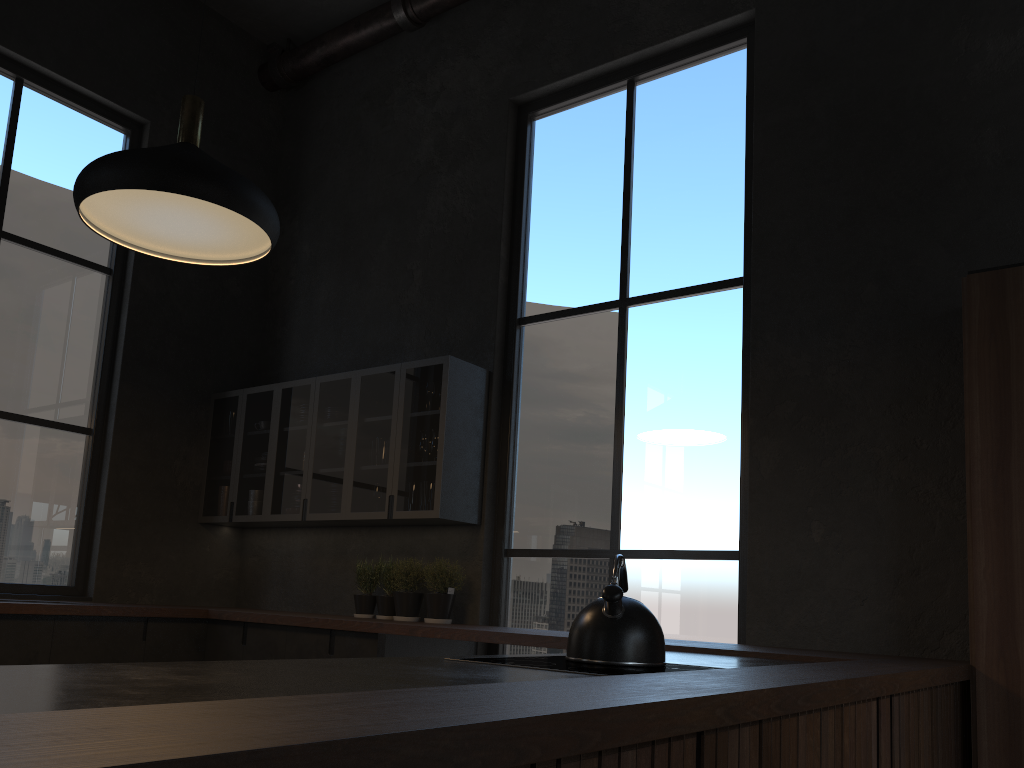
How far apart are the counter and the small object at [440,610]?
0.4 meters

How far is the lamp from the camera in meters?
3.0

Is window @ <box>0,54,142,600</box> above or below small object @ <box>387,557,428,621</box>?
above

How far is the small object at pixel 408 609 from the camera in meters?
4.7

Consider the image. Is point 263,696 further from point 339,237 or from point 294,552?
point 339,237

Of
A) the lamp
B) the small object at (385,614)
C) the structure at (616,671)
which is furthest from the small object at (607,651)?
the small object at (385,614)

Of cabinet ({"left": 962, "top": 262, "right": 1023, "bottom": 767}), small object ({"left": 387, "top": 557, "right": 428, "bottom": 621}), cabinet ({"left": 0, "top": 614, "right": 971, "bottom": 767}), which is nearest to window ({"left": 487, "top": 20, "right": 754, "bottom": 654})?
cabinet ({"left": 0, "top": 614, "right": 971, "bottom": 767})

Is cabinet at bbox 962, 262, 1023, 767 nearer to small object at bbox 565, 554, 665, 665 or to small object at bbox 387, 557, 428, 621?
small object at bbox 565, 554, 665, 665

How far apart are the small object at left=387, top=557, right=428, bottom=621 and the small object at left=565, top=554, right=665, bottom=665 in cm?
244

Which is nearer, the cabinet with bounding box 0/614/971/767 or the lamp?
the cabinet with bounding box 0/614/971/767
